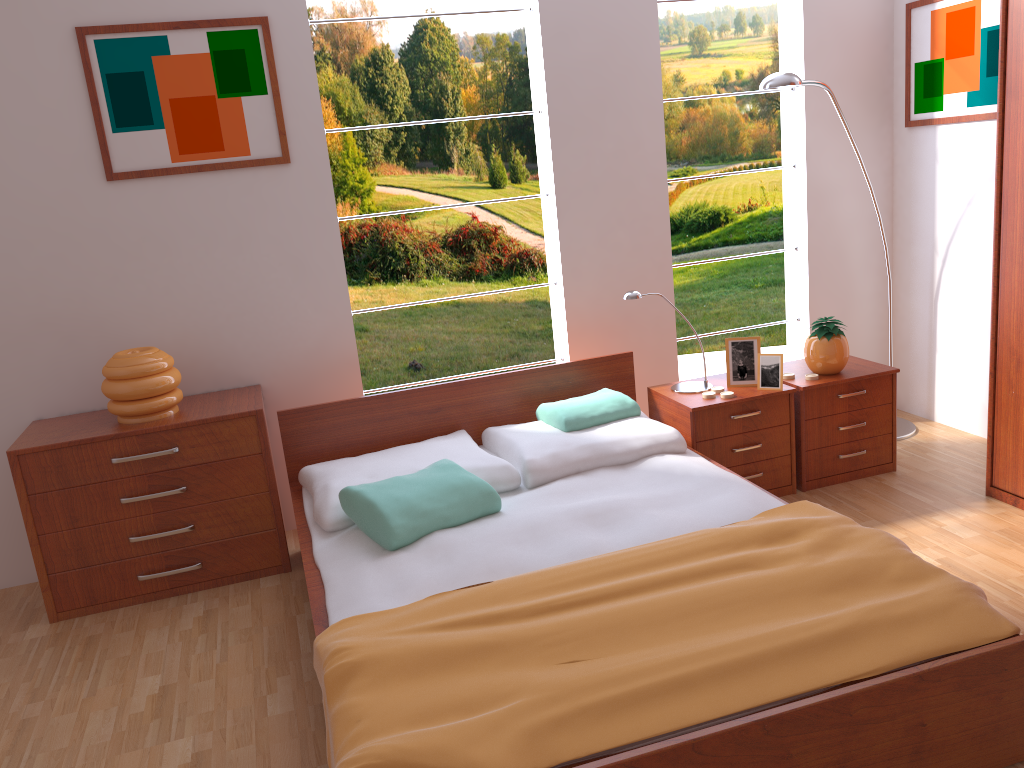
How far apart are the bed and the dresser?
1.0m

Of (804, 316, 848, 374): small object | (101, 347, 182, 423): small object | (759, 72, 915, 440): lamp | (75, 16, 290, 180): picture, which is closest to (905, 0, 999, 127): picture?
(759, 72, 915, 440): lamp

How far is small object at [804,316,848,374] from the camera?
3.42m

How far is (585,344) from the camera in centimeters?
383cm

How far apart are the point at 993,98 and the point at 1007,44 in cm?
70

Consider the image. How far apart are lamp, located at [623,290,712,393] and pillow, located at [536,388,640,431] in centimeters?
27cm

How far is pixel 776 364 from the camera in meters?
3.3 m

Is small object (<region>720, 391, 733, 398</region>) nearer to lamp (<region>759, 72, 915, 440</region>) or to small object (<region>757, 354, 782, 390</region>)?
small object (<region>757, 354, 782, 390</region>)

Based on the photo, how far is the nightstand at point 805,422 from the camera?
3.4 meters

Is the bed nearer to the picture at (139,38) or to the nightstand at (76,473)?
the nightstand at (76,473)
